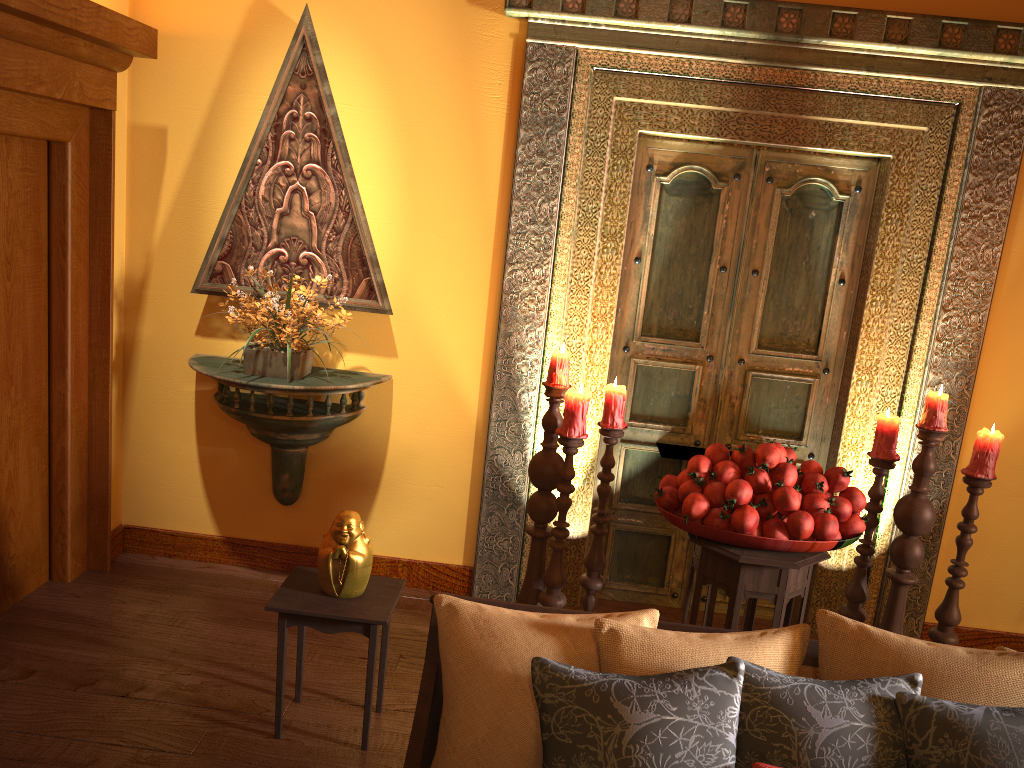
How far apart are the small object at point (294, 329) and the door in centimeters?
116cm

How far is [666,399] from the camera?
3.79m

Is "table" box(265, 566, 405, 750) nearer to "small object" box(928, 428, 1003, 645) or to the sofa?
the sofa

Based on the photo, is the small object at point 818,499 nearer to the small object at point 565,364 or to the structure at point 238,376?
the small object at point 565,364

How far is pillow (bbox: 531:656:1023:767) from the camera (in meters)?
1.59

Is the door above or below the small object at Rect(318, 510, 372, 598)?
above

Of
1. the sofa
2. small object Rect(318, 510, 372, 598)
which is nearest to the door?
small object Rect(318, 510, 372, 598)

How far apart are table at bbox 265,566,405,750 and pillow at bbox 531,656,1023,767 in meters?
1.0 m

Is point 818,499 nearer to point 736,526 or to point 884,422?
point 736,526

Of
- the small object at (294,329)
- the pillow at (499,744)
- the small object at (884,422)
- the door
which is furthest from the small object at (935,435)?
the small object at (294,329)
